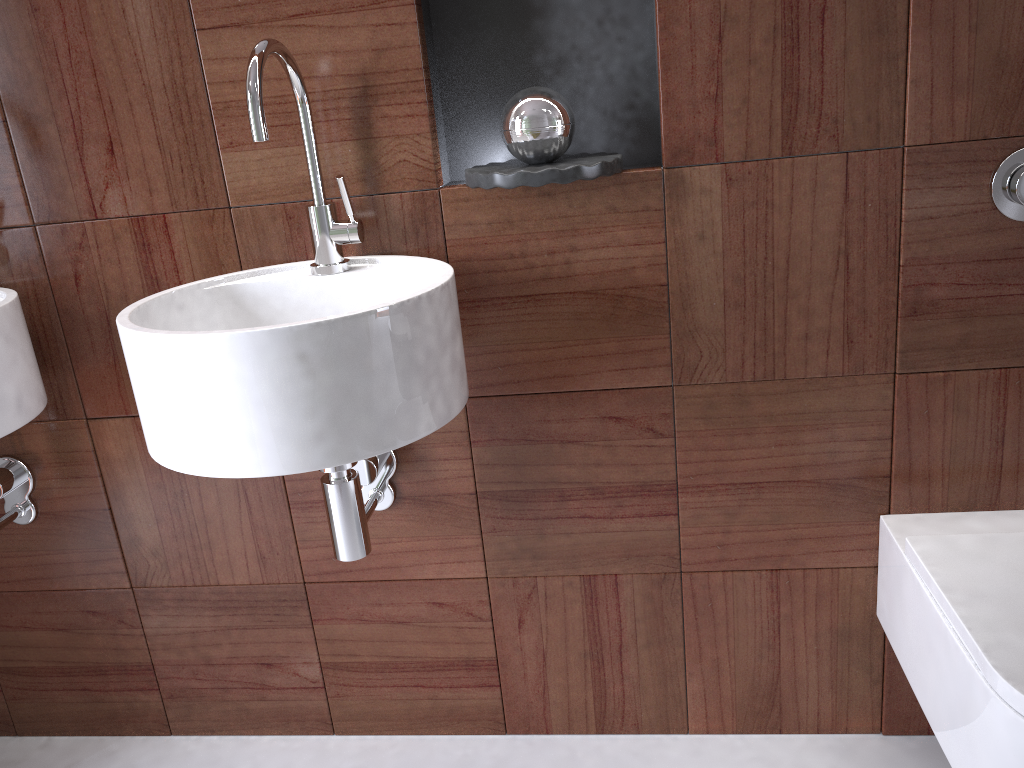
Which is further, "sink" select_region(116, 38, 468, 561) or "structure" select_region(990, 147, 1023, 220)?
"structure" select_region(990, 147, 1023, 220)

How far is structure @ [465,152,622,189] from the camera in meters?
1.1

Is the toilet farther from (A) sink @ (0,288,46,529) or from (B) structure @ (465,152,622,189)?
(A) sink @ (0,288,46,529)

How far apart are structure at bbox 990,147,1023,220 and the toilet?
0.43m

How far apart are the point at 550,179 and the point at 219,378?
0.5m

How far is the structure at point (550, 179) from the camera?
1.14m

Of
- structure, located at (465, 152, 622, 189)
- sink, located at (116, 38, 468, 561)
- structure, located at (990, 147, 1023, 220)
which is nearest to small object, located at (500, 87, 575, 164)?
structure, located at (465, 152, 622, 189)

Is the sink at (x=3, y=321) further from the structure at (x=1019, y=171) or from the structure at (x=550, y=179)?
the structure at (x=1019, y=171)

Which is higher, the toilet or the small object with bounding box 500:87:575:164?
the small object with bounding box 500:87:575:164

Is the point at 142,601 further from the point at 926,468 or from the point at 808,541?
the point at 926,468
